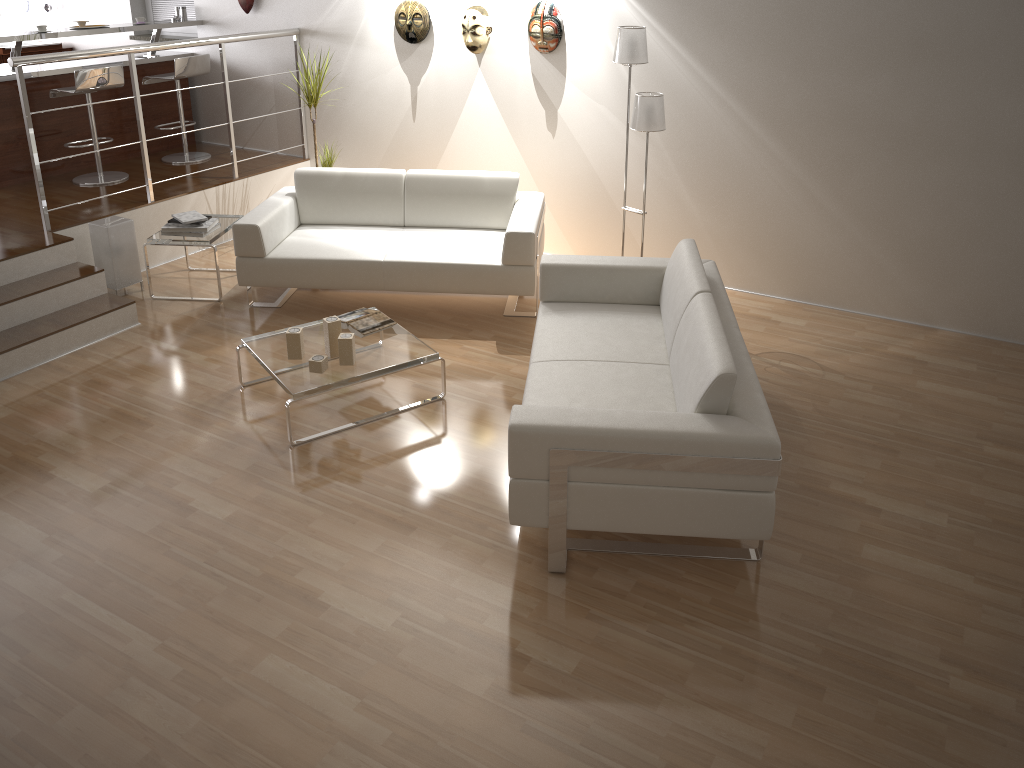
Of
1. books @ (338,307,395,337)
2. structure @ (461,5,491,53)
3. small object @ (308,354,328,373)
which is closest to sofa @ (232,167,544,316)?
books @ (338,307,395,337)

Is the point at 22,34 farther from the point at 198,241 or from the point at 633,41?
the point at 633,41

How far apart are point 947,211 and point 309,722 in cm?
417

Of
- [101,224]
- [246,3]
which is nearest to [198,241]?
[101,224]

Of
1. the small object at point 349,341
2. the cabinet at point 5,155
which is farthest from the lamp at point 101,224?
the small object at point 349,341

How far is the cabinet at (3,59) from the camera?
7.6 meters

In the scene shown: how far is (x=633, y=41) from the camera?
4.7 meters

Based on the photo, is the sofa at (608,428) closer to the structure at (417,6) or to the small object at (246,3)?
the structure at (417,6)

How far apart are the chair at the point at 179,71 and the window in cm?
80

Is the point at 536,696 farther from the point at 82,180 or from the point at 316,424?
the point at 82,180
